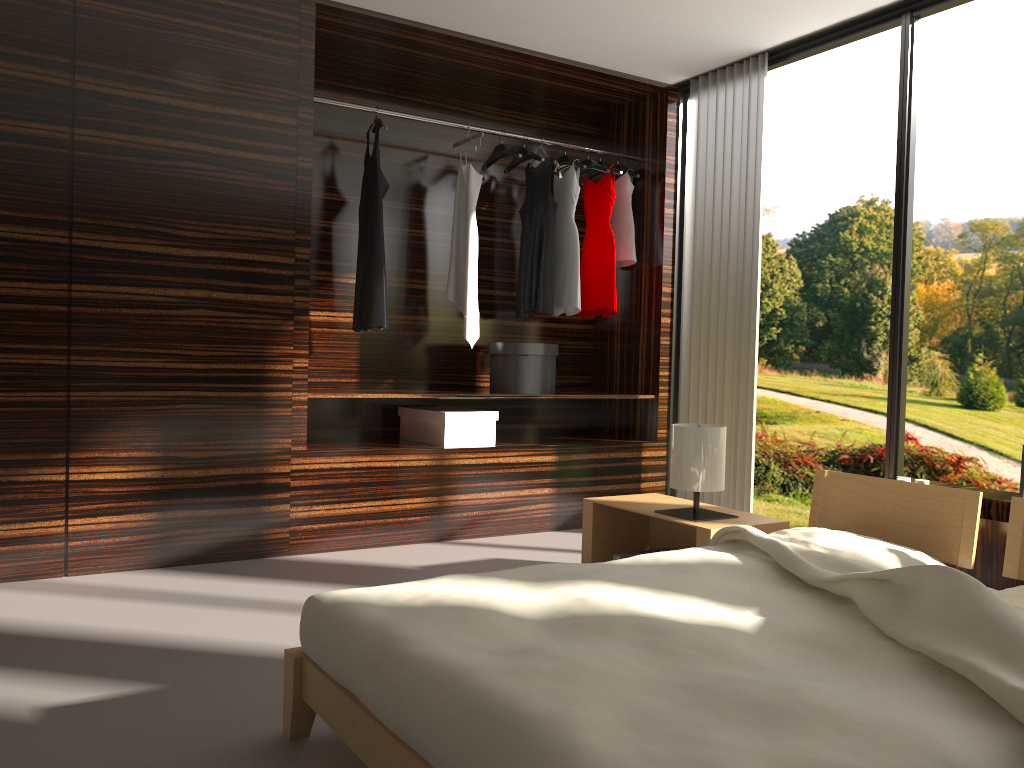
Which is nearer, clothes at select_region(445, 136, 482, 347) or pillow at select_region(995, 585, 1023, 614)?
pillow at select_region(995, 585, 1023, 614)

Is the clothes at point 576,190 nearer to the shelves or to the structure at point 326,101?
the shelves

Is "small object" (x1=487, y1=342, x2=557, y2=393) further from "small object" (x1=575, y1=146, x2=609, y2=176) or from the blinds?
"small object" (x1=575, y1=146, x2=609, y2=176)

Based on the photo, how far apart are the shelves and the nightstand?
0.99m

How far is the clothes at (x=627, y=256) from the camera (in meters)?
4.93

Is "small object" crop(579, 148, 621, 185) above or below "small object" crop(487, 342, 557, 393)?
above

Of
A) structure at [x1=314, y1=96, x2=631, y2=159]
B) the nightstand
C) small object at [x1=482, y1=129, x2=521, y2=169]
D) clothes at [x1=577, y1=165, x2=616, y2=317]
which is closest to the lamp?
the nightstand

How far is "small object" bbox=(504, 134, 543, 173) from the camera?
4.63m

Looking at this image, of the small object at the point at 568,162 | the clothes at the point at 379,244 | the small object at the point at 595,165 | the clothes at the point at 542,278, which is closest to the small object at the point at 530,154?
the clothes at the point at 542,278

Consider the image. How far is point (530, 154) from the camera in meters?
4.6 m
